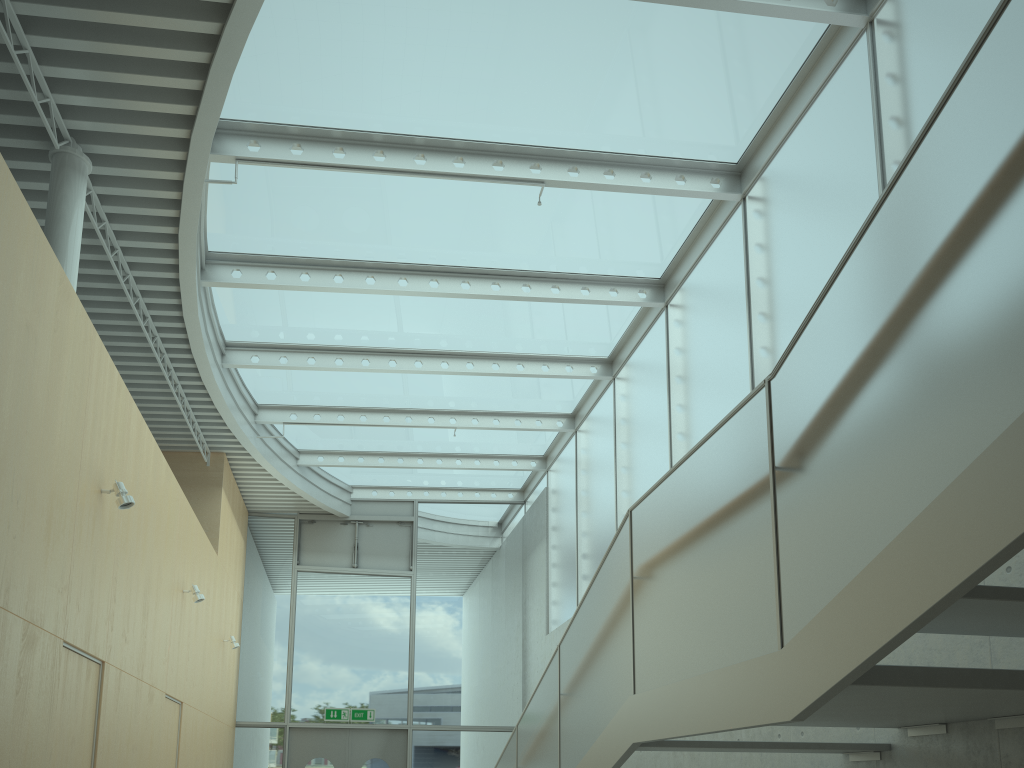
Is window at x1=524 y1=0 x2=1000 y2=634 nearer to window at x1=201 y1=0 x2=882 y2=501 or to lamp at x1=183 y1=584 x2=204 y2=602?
window at x1=201 y1=0 x2=882 y2=501

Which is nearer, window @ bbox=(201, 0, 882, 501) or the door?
window @ bbox=(201, 0, 882, 501)

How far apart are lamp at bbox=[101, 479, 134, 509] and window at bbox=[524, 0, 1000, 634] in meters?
4.8

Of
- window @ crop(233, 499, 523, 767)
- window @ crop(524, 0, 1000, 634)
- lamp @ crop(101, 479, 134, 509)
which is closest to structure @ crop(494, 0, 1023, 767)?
window @ crop(524, 0, 1000, 634)

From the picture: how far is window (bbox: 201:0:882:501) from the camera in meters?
6.3 m

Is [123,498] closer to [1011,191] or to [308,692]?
[1011,191]

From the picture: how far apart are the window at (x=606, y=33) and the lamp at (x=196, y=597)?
2.5 meters

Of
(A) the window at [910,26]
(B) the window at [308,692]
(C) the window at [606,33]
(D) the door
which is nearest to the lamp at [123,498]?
(C) the window at [606,33]

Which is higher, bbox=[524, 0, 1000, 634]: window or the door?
bbox=[524, 0, 1000, 634]: window

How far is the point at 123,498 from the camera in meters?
5.8
